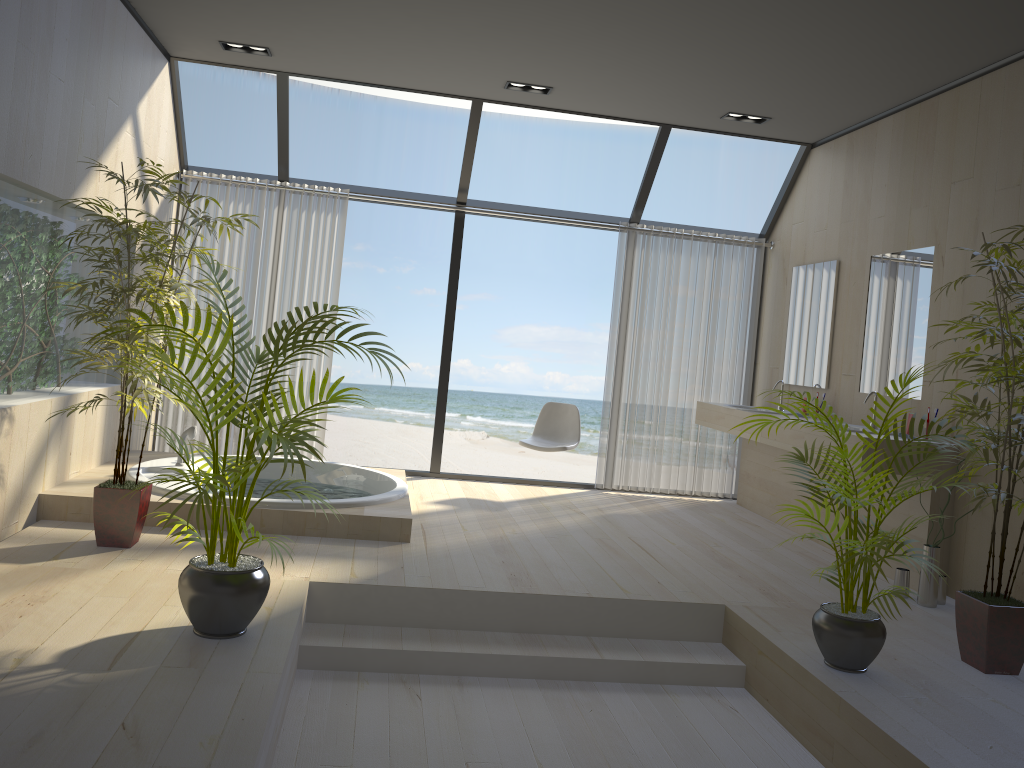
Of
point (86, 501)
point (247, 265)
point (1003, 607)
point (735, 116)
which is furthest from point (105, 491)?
point (735, 116)

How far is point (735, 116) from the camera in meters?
6.0

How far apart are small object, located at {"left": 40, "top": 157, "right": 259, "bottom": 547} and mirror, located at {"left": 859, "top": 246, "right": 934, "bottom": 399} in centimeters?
386cm

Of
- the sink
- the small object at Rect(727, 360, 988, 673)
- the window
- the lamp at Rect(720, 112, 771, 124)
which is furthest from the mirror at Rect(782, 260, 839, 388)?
the small object at Rect(727, 360, 988, 673)

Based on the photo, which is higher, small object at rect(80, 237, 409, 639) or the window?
the window

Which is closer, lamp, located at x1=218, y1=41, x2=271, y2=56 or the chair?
lamp, located at x1=218, y1=41, x2=271, y2=56

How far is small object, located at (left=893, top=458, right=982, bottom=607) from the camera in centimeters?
432cm

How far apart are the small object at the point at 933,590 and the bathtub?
2.5m

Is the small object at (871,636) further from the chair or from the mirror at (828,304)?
the chair

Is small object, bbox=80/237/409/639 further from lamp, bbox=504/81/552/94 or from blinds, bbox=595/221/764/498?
blinds, bbox=595/221/764/498
